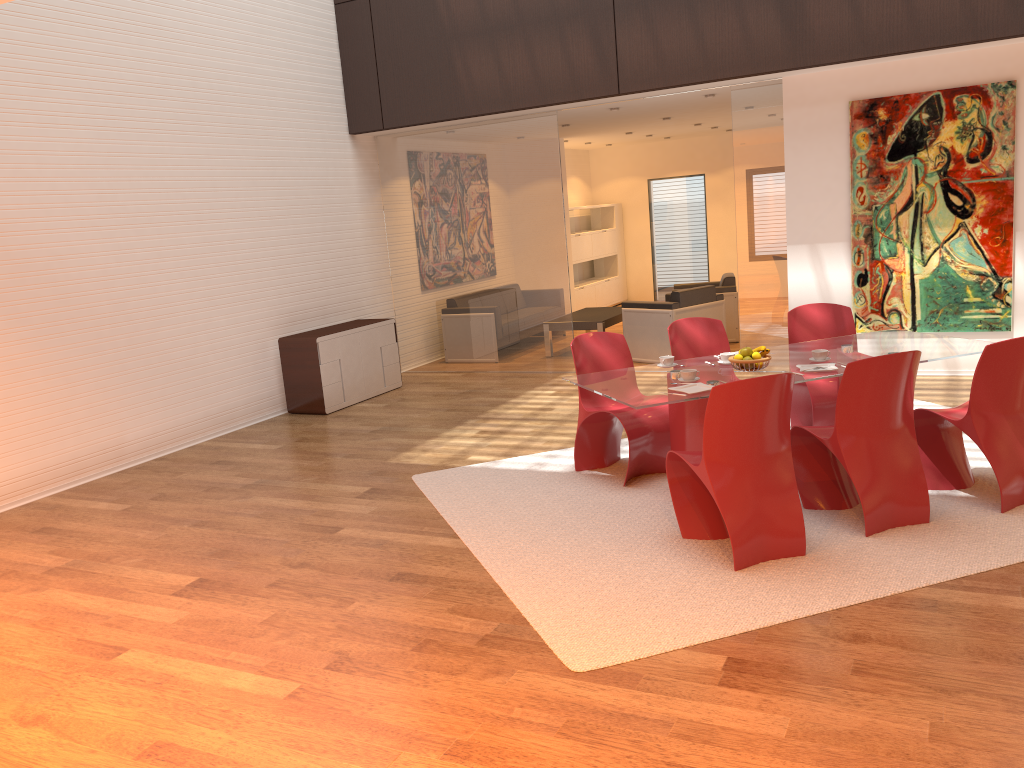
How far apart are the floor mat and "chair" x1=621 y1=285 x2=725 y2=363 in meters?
3.0

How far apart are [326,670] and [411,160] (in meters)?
7.24

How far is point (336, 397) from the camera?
8.5m

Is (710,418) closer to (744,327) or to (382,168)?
(744,327)

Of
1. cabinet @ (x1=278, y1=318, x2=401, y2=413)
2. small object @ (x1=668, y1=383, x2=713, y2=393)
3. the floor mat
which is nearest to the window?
cabinet @ (x1=278, y1=318, x2=401, y2=413)

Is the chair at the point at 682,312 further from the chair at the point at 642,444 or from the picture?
the chair at the point at 642,444

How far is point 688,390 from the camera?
4.6 meters

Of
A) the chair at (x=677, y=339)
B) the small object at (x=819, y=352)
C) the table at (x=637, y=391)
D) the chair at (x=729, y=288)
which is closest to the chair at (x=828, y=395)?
the table at (x=637, y=391)

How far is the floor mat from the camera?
3.7m

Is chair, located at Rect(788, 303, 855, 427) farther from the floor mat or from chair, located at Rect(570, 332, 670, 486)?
chair, located at Rect(570, 332, 670, 486)
